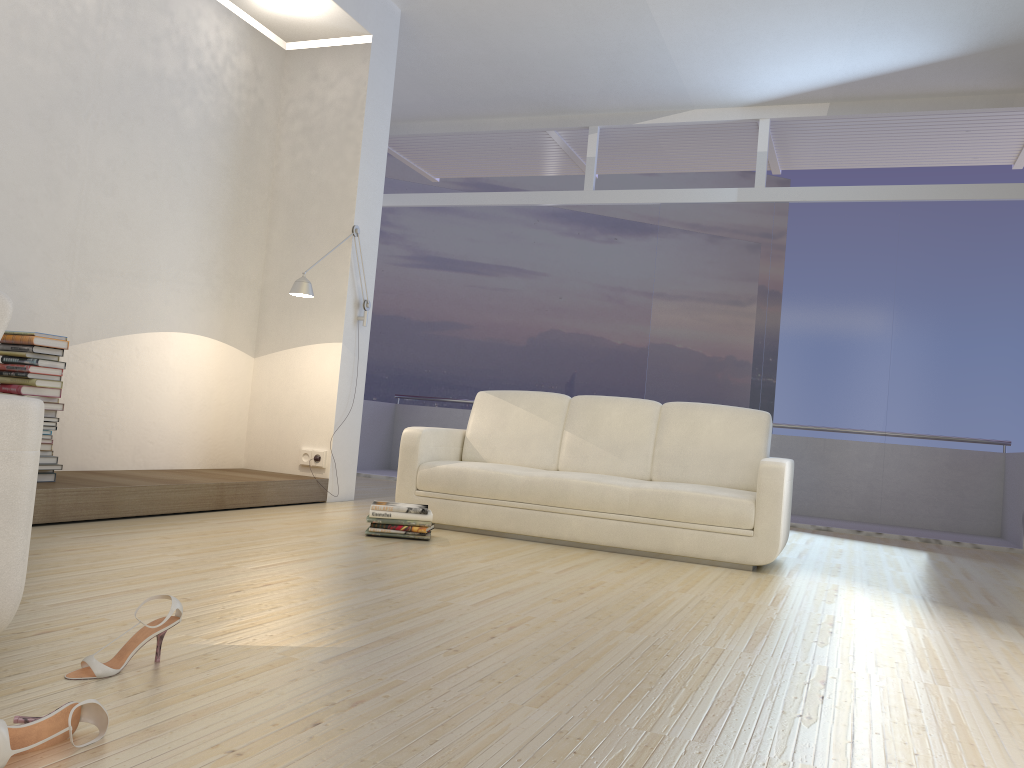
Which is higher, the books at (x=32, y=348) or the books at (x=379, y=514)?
the books at (x=32, y=348)

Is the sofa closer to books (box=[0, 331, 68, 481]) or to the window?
books (box=[0, 331, 68, 481])

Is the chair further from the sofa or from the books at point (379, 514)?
the sofa

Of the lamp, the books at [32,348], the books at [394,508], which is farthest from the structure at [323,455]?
the books at [32,348]

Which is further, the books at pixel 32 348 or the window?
the window

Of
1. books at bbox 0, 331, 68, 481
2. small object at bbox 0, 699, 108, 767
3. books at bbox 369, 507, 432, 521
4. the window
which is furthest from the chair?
the window

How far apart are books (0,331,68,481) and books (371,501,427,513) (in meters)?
1.50

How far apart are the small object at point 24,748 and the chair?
0.45m

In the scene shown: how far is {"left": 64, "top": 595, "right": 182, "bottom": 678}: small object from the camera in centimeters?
188cm

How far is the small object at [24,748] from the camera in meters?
1.4 m
